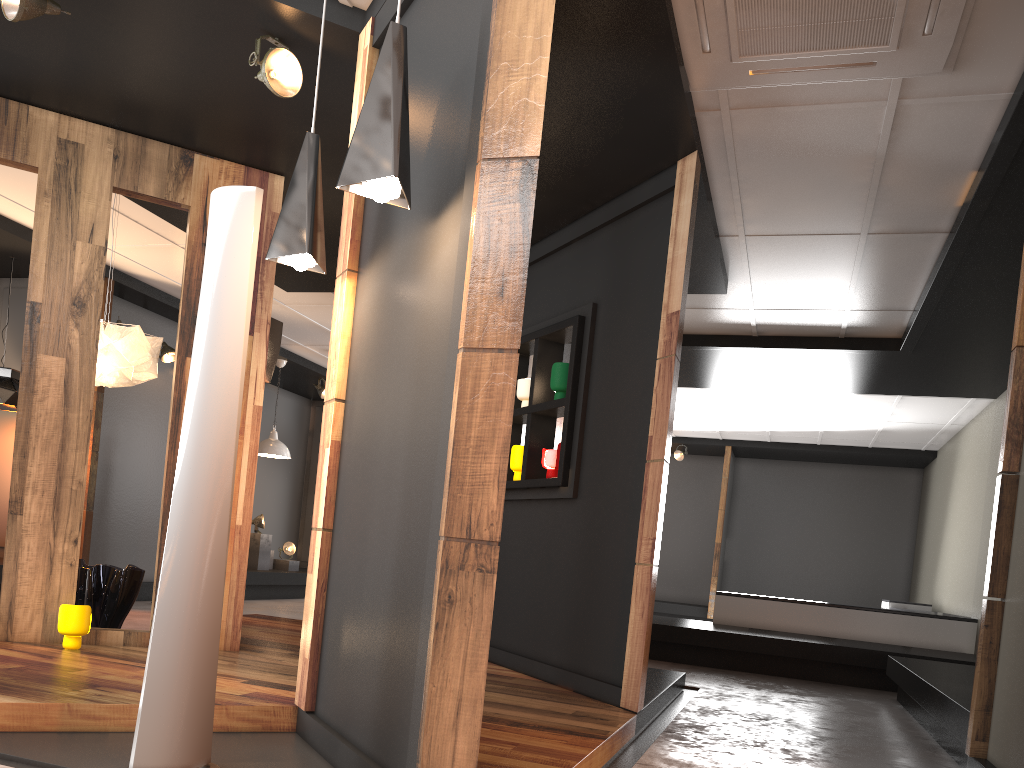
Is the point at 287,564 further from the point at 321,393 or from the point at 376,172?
the point at 376,172

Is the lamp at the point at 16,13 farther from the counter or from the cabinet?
the counter

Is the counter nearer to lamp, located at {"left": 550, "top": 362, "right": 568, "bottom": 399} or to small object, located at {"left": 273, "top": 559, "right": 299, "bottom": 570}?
lamp, located at {"left": 550, "top": 362, "right": 568, "bottom": 399}

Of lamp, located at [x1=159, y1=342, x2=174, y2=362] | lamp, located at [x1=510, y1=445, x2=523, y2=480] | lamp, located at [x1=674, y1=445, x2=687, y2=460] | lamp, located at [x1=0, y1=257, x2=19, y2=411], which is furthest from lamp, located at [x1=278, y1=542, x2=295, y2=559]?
lamp, located at [x1=510, y1=445, x2=523, y2=480]

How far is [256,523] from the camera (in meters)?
10.76

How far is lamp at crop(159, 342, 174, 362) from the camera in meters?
8.8

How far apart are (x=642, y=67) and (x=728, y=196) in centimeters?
155cm

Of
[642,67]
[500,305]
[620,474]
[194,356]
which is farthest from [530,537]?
[500,305]

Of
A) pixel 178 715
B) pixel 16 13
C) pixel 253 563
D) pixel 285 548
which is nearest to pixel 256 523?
pixel 253 563

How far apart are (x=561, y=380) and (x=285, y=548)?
7.13m
